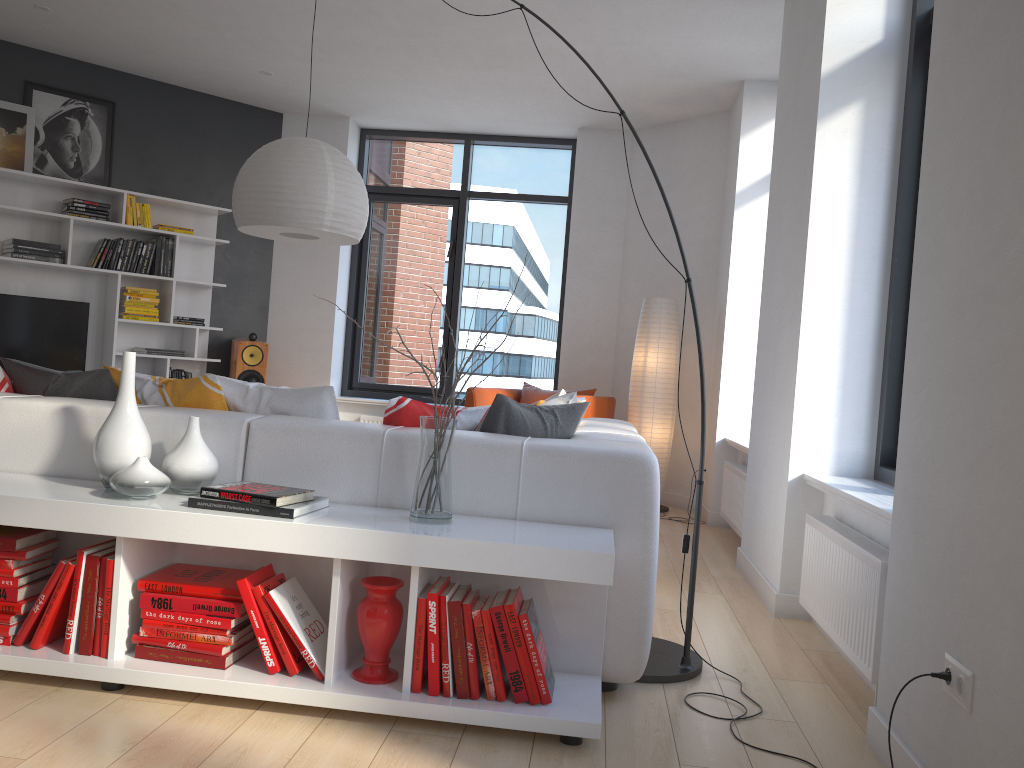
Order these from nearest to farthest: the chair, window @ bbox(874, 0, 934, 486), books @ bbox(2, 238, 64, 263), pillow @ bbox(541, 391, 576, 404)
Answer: window @ bbox(874, 0, 934, 486) < pillow @ bbox(541, 391, 576, 404) < books @ bbox(2, 238, 64, 263) < the chair

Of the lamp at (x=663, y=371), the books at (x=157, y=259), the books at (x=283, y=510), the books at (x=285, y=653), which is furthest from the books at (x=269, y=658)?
the books at (x=157, y=259)

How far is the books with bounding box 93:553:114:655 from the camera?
2.37m

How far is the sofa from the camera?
2.53m

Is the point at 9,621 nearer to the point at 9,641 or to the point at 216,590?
the point at 9,641

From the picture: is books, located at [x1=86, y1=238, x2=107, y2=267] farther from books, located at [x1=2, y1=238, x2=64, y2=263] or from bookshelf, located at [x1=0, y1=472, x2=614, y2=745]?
bookshelf, located at [x1=0, y1=472, x2=614, y2=745]

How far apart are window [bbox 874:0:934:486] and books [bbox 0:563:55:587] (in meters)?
2.93

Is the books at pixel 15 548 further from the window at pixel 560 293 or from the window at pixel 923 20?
the window at pixel 560 293

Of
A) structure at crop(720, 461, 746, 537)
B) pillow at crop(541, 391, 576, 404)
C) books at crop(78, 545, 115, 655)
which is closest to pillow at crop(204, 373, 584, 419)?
books at crop(78, 545, 115, 655)

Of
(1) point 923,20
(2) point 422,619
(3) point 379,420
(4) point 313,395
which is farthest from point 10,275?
(1) point 923,20
